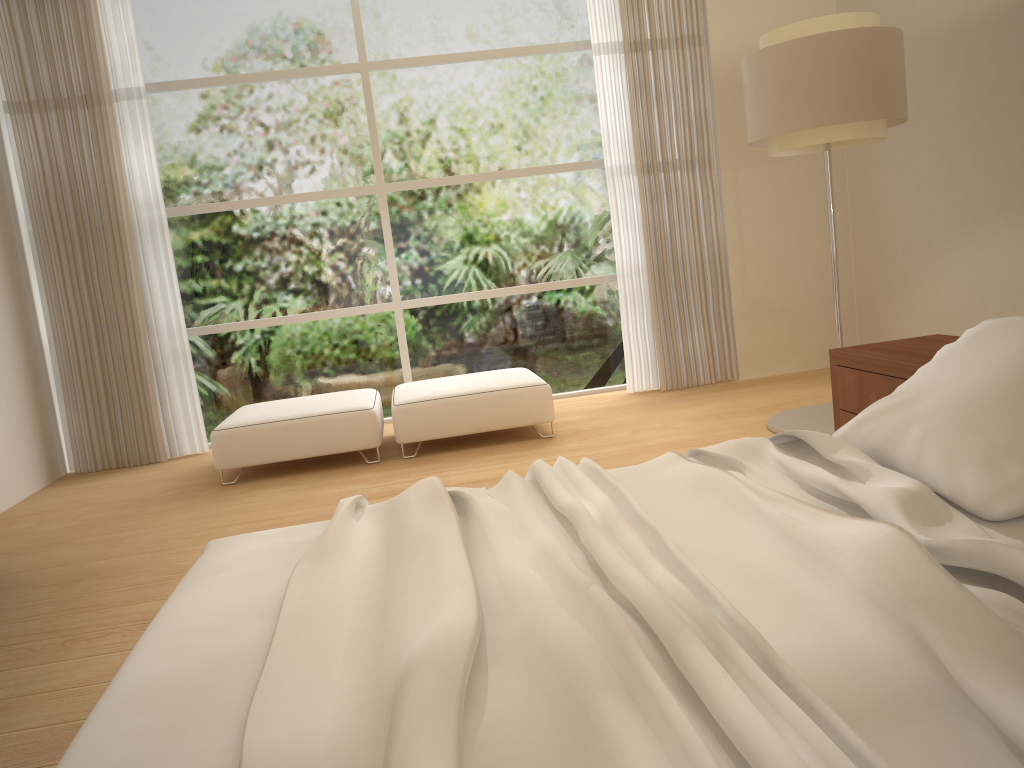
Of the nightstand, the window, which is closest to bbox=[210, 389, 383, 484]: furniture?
the window

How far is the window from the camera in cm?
616

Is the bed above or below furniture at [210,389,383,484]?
above

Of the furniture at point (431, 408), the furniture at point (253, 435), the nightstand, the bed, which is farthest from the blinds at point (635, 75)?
the bed

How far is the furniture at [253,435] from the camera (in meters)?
5.02

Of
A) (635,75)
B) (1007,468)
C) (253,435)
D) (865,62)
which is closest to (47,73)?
(253,435)

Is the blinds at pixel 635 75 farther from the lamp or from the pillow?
the pillow

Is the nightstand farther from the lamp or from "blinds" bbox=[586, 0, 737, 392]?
"blinds" bbox=[586, 0, 737, 392]

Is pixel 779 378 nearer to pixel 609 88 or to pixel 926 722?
pixel 609 88

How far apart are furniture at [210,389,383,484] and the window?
0.73m
